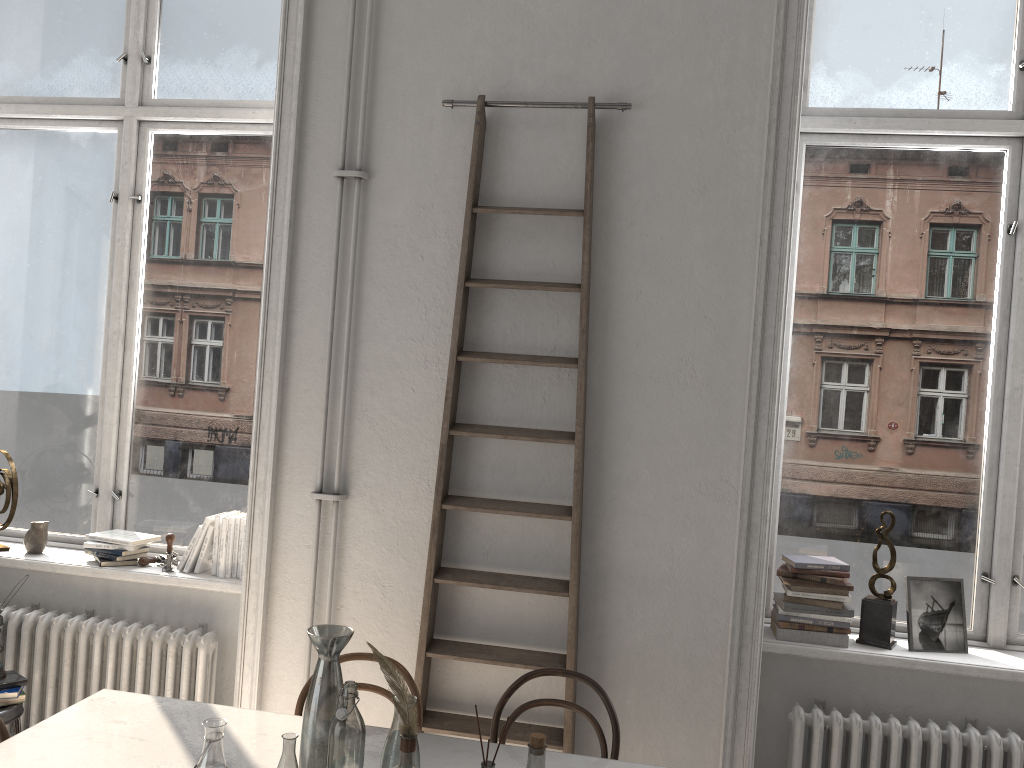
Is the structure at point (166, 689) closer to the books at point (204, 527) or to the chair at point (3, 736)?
the books at point (204, 527)

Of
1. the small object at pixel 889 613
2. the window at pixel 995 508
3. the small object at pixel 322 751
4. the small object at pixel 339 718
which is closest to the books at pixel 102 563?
the small object at pixel 322 751

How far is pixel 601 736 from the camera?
2.7 meters

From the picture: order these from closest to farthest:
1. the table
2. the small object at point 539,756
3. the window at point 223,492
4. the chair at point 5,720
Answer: the small object at point 539,756 < the table < the chair at point 5,720 < the window at point 223,492

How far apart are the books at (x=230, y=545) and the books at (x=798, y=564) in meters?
2.2 m

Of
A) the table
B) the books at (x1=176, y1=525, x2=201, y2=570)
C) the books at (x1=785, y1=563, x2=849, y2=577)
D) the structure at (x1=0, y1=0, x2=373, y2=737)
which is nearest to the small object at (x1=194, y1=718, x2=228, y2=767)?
the table

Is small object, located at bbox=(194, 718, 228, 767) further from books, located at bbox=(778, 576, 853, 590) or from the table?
books, located at bbox=(778, 576, 853, 590)

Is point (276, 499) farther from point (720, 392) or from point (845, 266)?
point (845, 266)

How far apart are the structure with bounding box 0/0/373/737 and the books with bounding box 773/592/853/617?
1.6 meters

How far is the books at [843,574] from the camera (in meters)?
3.17
